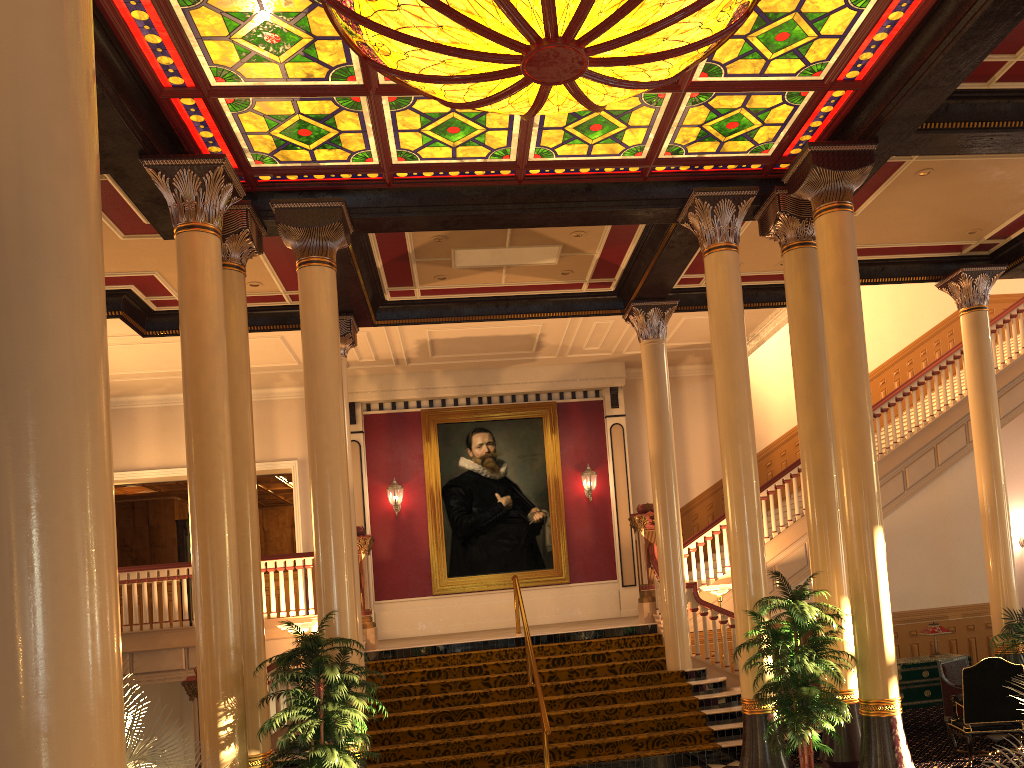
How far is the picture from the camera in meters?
15.9

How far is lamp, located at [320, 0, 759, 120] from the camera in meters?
5.8

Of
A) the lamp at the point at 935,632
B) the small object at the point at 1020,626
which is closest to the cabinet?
the lamp at the point at 935,632

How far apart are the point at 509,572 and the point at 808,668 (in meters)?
9.34

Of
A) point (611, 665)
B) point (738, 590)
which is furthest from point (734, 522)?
point (611, 665)

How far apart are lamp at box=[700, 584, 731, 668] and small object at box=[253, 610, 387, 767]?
5.7m

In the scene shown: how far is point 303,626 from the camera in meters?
11.2

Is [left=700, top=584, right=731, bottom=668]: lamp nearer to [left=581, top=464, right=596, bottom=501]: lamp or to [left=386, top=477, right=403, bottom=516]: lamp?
[left=581, top=464, right=596, bottom=501]: lamp

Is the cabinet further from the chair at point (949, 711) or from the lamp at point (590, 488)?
→ the lamp at point (590, 488)

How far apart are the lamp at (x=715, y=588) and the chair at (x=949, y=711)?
2.8 meters
